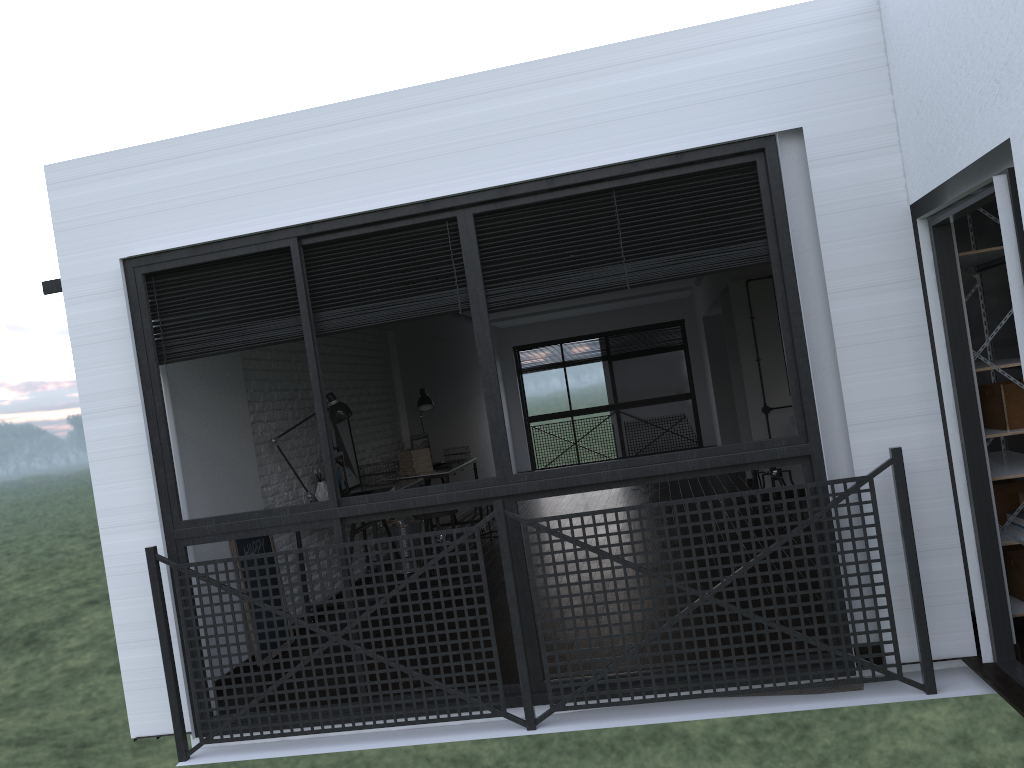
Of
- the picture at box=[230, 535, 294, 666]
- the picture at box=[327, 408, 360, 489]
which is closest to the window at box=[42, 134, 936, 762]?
the picture at box=[230, 535, 294, 666]

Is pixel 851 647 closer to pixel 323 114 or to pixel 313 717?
pixel 313 717

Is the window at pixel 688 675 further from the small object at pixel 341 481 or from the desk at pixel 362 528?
the small object at pixel 341 481

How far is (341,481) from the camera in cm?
585

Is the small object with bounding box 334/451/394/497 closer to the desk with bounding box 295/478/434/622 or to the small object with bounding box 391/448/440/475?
the desk with bounding box 295/478/434/622

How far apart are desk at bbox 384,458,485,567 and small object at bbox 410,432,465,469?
0.4m

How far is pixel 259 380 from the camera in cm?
553

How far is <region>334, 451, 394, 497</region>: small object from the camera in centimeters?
585cm

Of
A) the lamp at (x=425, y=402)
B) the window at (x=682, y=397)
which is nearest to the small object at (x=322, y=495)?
the lamp at (x=425, y=402)

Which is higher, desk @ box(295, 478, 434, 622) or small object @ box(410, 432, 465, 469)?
small object @ box(410, 432, 465, 469)
